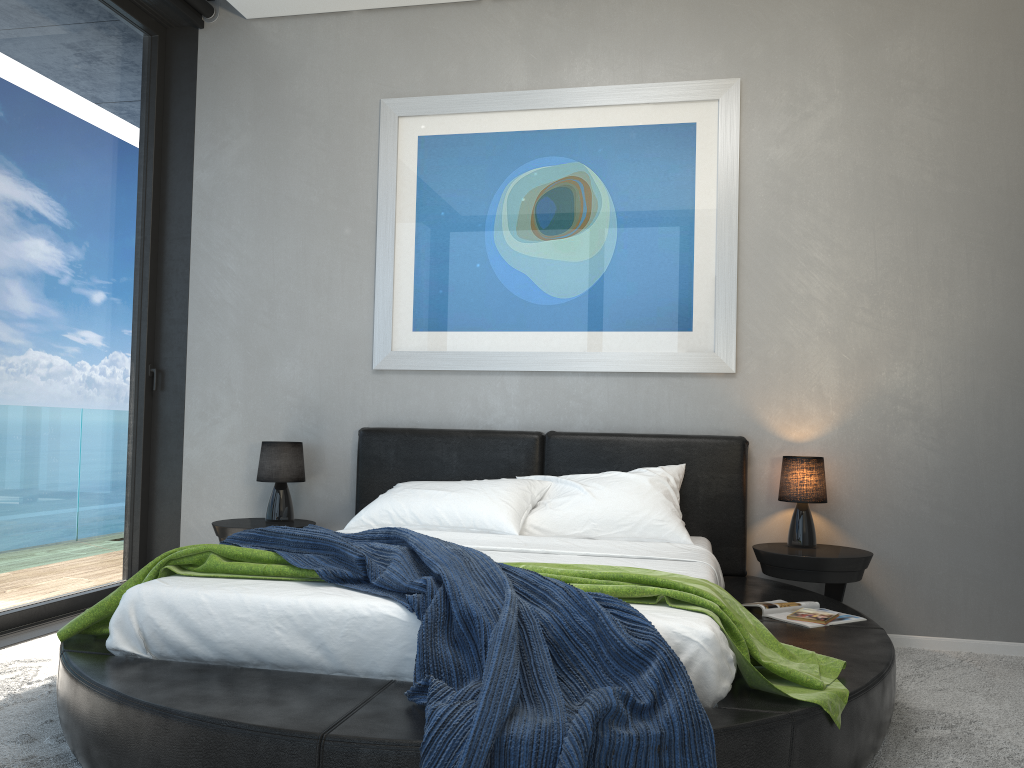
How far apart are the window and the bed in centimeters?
109cm

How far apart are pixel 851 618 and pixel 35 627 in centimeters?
341cm

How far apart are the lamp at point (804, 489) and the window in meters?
3.1

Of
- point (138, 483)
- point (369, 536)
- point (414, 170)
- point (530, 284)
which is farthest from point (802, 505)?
point (138, 483)

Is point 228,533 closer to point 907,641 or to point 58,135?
point 58,135

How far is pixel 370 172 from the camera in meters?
4.6

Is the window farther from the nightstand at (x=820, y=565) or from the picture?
the nightstand at (x=820, y=565)

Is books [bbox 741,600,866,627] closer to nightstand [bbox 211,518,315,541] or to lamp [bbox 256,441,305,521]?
nightstand [bbox 211,518,315,541]

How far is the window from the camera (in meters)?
3.93

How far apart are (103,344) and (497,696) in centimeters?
346cm
